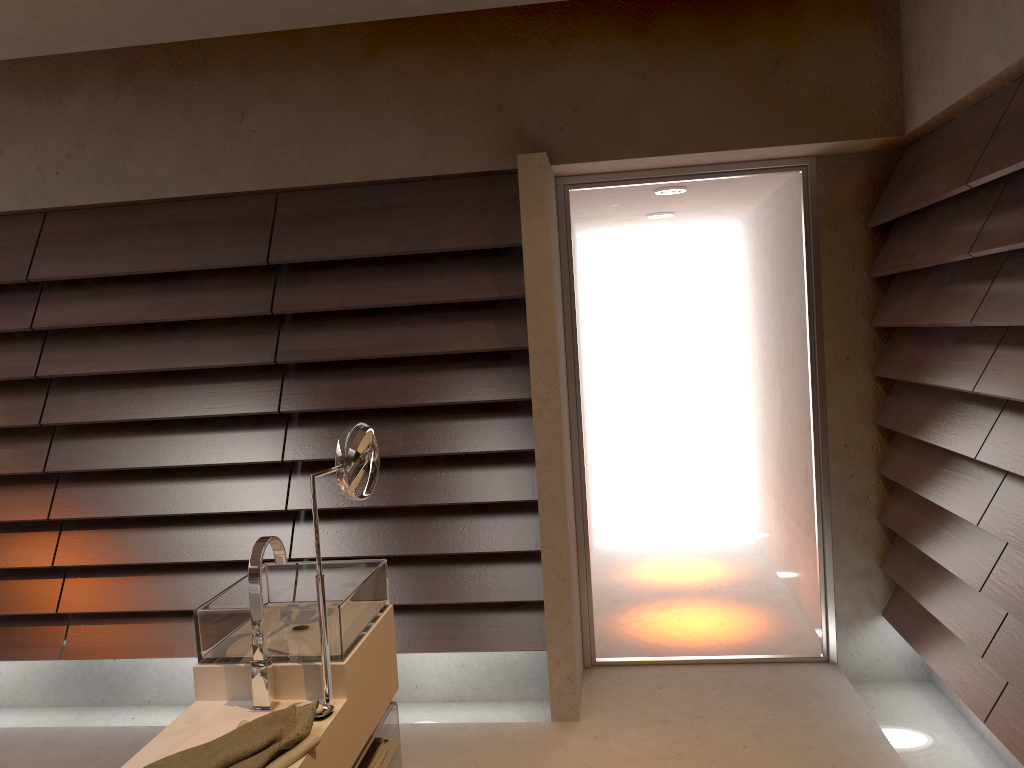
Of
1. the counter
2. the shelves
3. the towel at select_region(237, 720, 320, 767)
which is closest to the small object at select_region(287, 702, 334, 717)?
the counter

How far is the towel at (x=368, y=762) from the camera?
2.23m

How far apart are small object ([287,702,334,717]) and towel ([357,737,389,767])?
0.42m

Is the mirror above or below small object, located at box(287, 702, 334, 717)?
Result: above

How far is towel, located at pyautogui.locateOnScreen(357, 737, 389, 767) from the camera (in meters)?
2.23

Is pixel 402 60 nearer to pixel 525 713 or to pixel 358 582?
pixel 358 582

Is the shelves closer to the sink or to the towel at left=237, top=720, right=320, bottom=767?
the sink

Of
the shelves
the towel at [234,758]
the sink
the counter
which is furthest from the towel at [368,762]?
the towel at [234,758]

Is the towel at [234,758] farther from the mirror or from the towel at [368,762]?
the towel at [368,762]

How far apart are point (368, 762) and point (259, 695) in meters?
0.5
